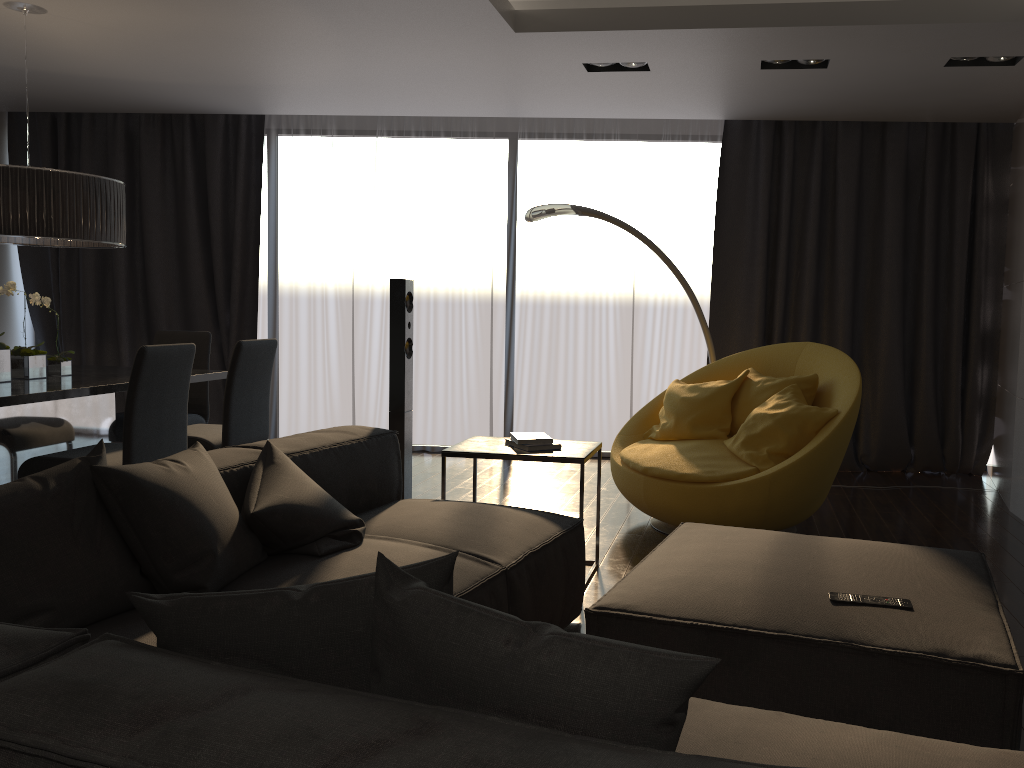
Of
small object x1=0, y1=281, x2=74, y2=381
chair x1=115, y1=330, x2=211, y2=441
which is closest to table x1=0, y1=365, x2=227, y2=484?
small object x1=0, y1=281, x2=74, y2=381

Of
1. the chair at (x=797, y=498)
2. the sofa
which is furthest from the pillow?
the chair at (x=797, y=498)

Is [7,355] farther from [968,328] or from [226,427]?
[968,328]

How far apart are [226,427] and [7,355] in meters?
1.1 m

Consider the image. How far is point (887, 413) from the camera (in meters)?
6.18

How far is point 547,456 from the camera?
3.6m

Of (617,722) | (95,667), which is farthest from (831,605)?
(95,667)

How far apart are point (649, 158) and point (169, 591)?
5.25m

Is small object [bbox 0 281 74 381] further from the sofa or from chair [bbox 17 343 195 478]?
the sofa

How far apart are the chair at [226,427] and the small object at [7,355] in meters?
0.7
